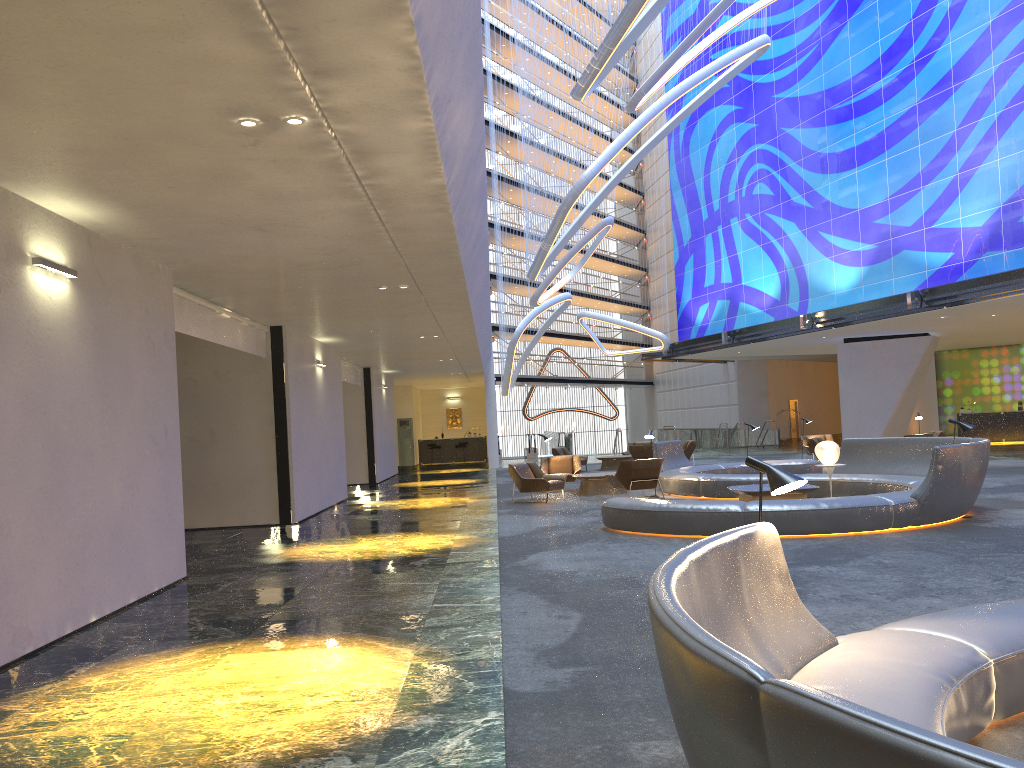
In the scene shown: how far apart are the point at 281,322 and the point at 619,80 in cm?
1757

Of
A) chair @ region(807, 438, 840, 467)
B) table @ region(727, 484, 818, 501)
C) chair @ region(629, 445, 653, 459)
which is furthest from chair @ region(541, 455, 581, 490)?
chair @ region(807, 438, 840, 467)

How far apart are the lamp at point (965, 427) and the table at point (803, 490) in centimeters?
212cm

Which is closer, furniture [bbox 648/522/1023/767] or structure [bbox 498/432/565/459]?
furniture [bbox 648/522/1023/767]

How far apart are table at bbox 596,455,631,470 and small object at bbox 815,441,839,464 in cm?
1249

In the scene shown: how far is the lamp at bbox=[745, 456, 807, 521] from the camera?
4.1m

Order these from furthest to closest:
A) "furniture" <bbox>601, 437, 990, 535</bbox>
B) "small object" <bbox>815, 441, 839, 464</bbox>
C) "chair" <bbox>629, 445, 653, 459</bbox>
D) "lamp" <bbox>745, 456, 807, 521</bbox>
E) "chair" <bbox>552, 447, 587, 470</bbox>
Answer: "chair" <bbox>552, 447, 587, 470</bbox> → "chair" <bbox>629, 445, 653, 459</bbox> → "small object" <bbox>815, 441, 839, 464</bbox> → "furniture" <bbox>601, 437, 990, 535</bbox> → "lamp" <bbox>745, 456, 807, 521</bbox>

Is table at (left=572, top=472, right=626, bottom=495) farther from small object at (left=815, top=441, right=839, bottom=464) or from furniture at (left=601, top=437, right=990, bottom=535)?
small object at (left=815, top=441, right=839, bottom=464)

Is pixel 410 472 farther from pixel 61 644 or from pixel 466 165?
pixel 61 644

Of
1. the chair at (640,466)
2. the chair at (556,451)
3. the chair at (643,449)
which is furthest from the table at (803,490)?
the chair at (556,451)
